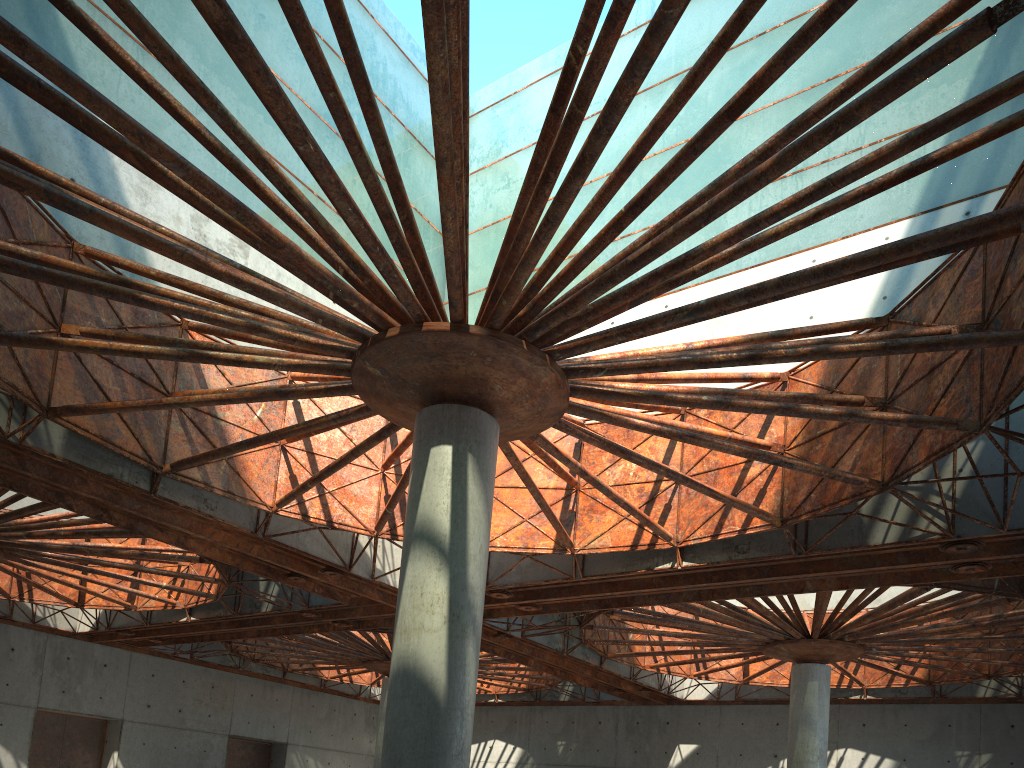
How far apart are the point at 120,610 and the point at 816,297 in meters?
41.1 m
